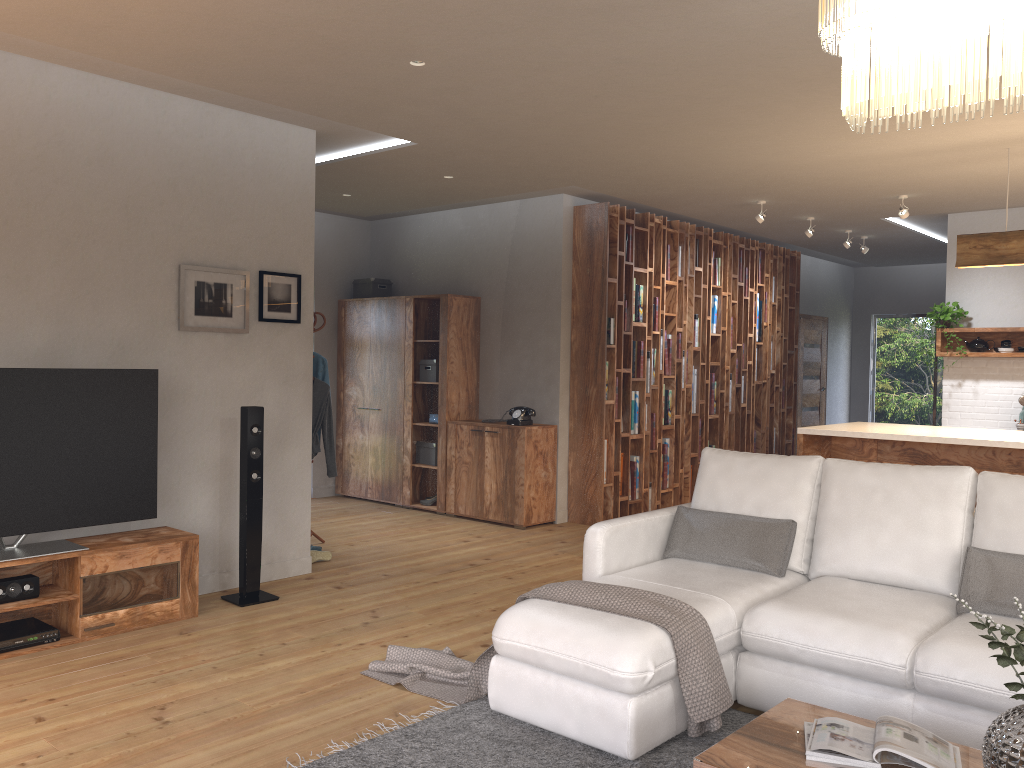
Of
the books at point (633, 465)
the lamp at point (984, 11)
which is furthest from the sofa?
the books at point (633, 465)

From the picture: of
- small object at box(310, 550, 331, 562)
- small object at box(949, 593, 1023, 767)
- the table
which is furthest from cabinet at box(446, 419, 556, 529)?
small object at box(949, 593, 1023, 767)

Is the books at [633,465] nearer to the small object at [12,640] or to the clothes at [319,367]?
the clothes at [319,367]

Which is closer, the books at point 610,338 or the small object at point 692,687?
the small object at point 692,687

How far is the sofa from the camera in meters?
3.0 m

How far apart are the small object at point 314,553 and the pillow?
2.7 meters

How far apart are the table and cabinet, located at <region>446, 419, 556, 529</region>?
4.5m

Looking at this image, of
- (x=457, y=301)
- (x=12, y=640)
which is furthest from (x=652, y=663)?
(x=457, y=301)

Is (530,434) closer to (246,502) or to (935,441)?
(246,502)

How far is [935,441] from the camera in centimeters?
521cm
